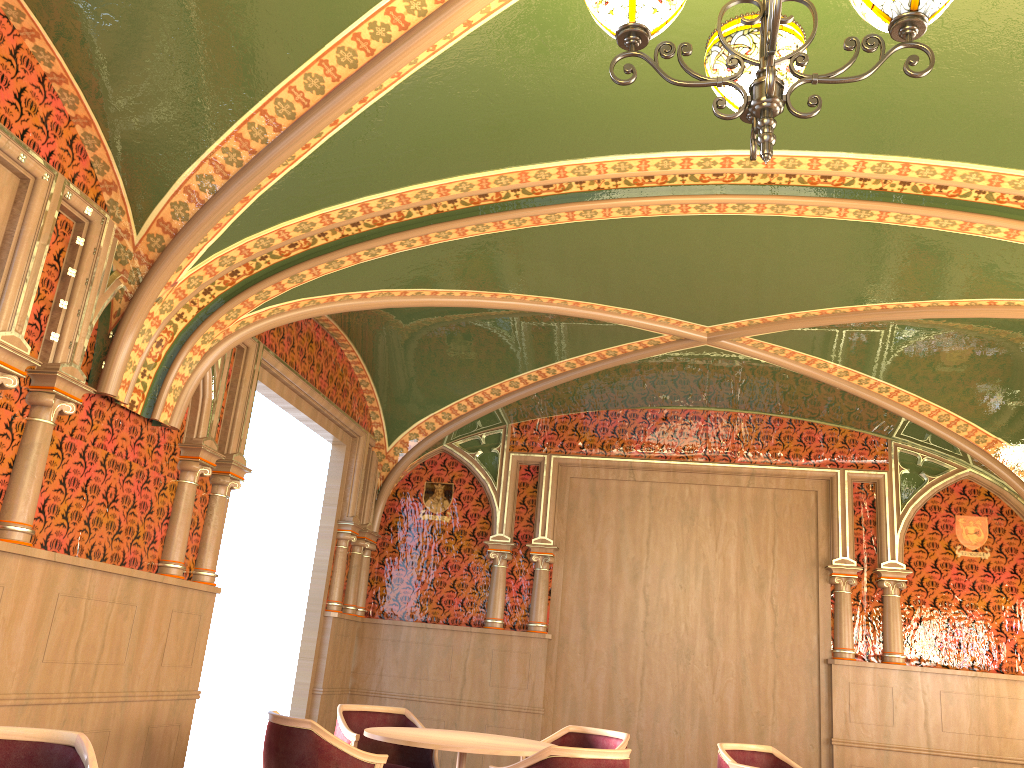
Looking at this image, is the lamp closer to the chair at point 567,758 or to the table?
the chair at point 567,758

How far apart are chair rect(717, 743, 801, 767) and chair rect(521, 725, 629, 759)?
0.6 meters

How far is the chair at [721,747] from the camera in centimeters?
549cm

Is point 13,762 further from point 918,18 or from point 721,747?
point 721,747

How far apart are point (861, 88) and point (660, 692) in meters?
5.4

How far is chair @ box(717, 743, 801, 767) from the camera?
5.49m

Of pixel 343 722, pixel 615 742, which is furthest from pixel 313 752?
pixel 615 742

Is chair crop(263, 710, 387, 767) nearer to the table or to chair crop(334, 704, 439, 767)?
the table

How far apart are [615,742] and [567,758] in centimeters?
171cm

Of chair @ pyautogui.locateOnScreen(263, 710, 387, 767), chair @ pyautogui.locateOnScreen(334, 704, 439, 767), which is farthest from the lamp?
chair @ pyautogui.locateOnScreen(334, 704, 439, 767)
